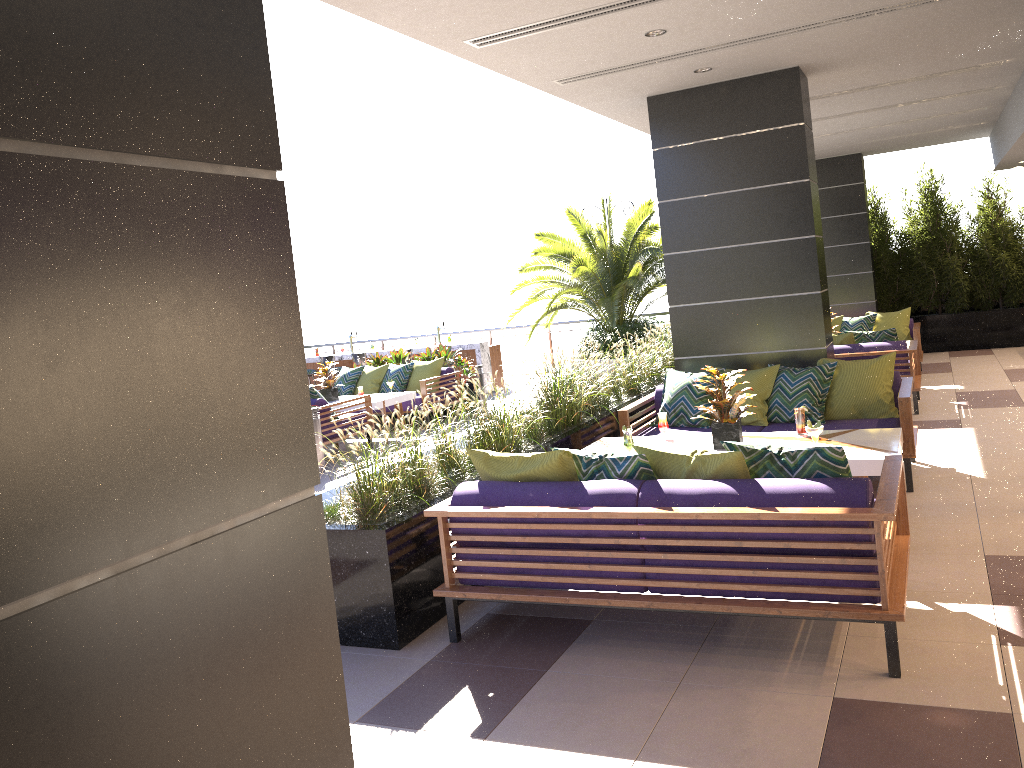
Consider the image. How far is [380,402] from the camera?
11.01m

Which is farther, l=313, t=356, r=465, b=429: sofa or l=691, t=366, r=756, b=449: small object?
l=313, t=356, r=465, b=429: sofa

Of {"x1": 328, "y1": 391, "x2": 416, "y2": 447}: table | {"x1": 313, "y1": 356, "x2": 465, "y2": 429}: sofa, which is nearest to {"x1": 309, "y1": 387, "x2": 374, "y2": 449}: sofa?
{"x1": 328, "y1": 391, "x2": 416, "y2": 447}: table

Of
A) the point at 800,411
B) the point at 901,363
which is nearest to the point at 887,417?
the point at 800,411

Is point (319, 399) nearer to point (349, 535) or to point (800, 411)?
point (349, 535)

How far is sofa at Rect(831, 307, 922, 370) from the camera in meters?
11.9 m

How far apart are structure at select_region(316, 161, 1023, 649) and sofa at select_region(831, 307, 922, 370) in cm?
241

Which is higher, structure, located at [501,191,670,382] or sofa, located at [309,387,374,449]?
structure, located at [501,191,670,382]

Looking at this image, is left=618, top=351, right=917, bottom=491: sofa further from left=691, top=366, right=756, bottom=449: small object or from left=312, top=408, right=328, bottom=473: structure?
left=312, top=408, right=328, bottom=473: structure

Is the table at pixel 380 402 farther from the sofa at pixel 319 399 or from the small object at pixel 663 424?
the small object at pixel 663 424
